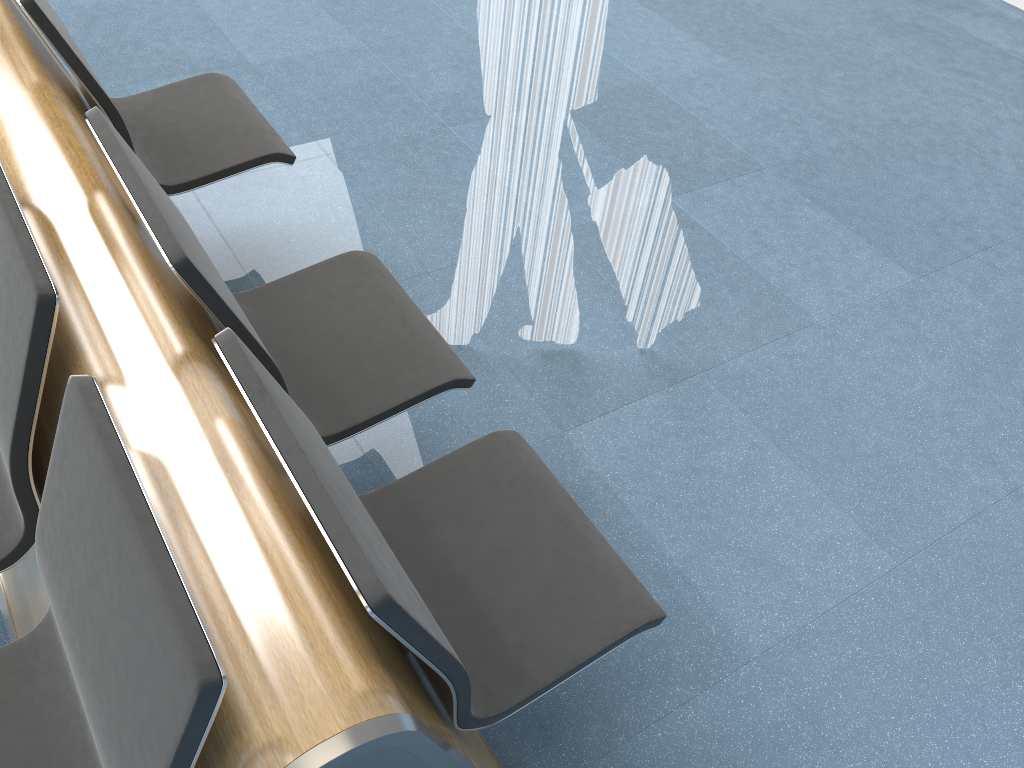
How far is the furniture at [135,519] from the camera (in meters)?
0.99

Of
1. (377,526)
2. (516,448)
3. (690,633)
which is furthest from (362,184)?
(690,633)

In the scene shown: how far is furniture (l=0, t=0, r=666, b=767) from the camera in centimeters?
99cm

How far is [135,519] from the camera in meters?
1.0 m
